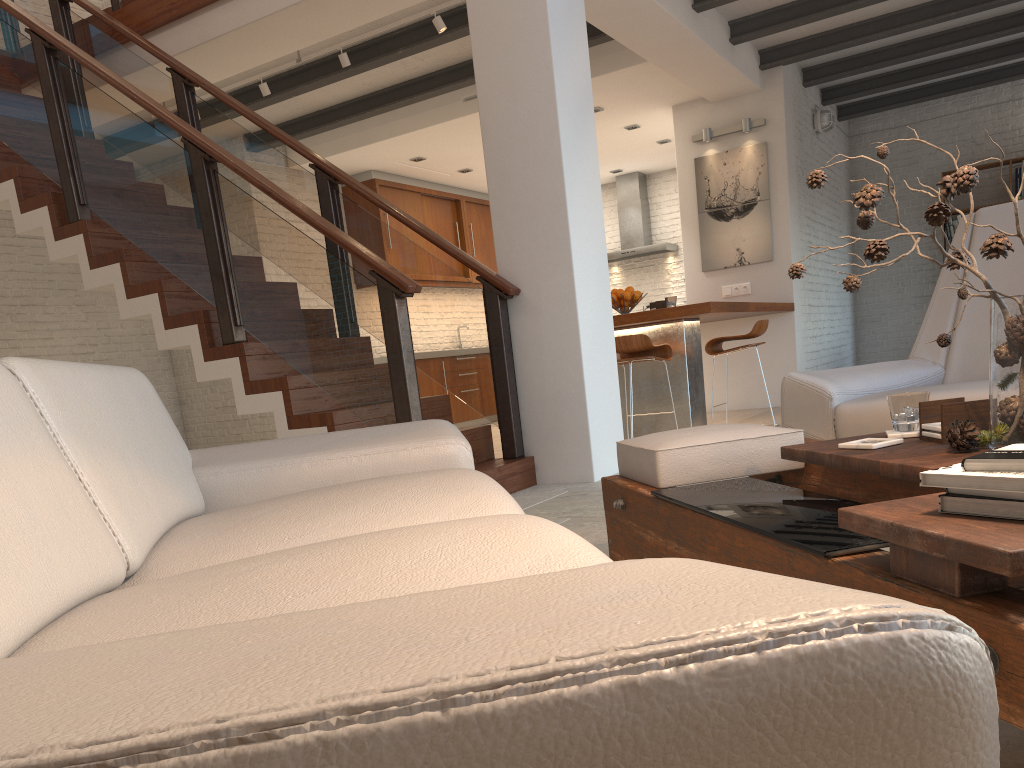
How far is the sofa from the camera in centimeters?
33cm

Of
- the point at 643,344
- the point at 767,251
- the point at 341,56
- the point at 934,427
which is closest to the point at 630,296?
the point at 643,344

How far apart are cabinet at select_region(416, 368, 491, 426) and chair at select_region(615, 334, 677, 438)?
3.60m

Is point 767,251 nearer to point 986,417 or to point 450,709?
point 986,417

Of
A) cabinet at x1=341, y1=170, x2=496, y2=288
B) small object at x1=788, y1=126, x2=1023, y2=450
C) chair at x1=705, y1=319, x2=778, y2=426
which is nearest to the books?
small object at x1=788, y1=126, x2=1023, y2=450

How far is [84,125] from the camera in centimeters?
480cm

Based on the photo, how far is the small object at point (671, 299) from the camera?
6.6m

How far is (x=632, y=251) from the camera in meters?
11.3

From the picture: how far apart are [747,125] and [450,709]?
8.45m

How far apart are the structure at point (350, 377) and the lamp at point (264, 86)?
0.83m
